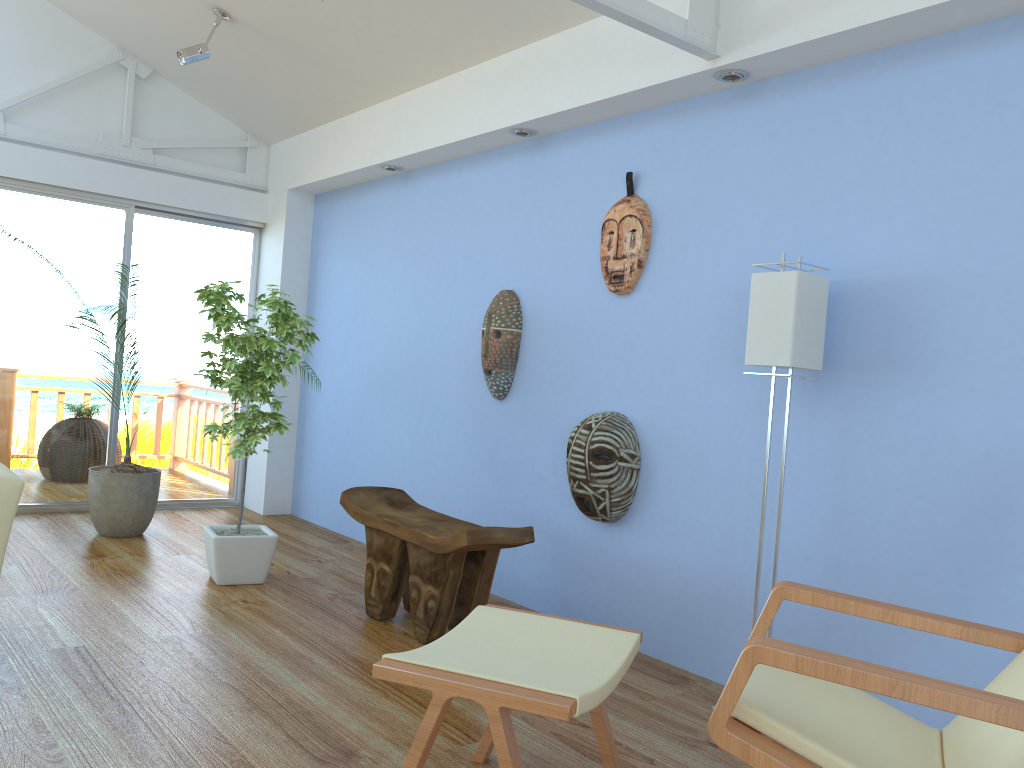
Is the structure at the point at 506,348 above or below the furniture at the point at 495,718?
above

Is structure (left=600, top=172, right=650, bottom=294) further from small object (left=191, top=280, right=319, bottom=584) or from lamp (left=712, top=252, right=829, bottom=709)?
small object (left=191, top=280, right=319, bottom=584)

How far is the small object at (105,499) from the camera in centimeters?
483cm

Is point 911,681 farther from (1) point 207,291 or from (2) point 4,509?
(1) point 207,291

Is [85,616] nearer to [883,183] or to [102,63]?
[883,183]

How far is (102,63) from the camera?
5.5 meters

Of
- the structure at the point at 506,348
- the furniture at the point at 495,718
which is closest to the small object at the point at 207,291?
the structure at the point at 506,348

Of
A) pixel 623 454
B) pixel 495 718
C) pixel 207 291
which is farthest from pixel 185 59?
pixel 495 718

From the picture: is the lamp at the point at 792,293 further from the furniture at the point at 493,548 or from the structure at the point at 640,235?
the furniture at the point at 493,548

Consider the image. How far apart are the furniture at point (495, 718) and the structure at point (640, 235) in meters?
1.7
